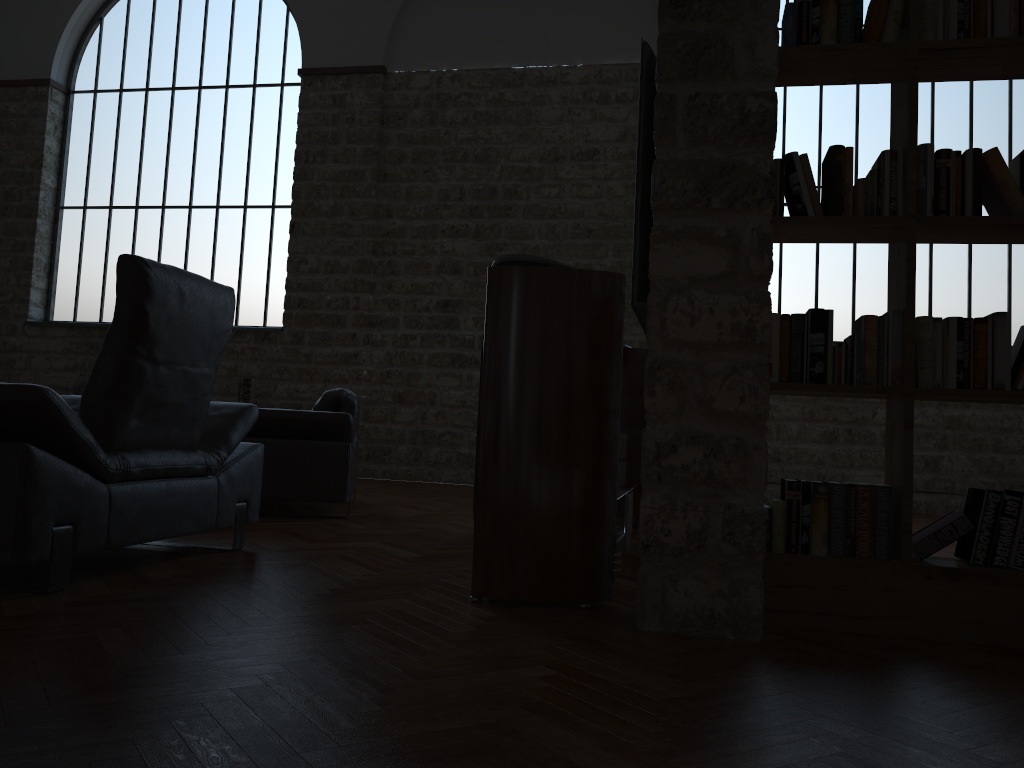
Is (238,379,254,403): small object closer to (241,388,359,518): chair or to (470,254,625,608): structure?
(241,388,359,518): chair

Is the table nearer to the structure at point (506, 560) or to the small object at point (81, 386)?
the structure at point (506, 560)

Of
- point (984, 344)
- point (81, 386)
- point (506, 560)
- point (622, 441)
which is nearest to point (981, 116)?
point (622, 441)

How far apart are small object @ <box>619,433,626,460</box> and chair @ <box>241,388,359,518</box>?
1.67m

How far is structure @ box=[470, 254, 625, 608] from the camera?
2.75m

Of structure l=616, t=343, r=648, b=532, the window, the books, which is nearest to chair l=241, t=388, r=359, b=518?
structure l=616, t=343, r=648, b=532

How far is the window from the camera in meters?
8.4 m

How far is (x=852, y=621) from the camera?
2.6m

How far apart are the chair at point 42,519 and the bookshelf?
2.0 meters

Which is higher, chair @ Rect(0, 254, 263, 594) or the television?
the television
